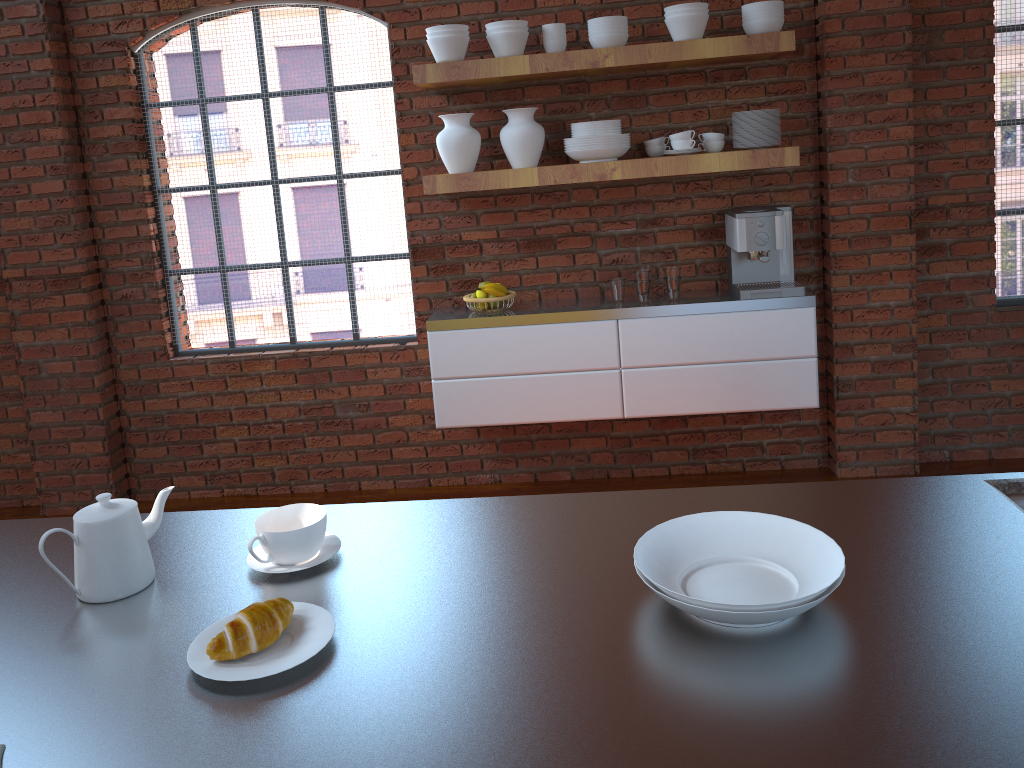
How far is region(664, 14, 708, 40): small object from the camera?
3.4 meters

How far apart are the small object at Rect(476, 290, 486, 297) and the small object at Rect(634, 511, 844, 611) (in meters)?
2.52

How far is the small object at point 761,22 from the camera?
3.4 meters

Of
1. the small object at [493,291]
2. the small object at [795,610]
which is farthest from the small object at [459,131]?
the small object at [795,610]

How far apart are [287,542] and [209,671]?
0.30m

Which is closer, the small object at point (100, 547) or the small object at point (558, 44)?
the small object at point (100, 547)

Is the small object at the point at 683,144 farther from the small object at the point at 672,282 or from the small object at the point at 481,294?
the small object at the point at 481,294

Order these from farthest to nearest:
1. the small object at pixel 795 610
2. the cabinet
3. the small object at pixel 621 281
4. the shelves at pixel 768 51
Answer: the small object at pixel 621 281
the cabinet
the shelves at pixel 768 51
the small object at pixel 795 610

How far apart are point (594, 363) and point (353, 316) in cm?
121

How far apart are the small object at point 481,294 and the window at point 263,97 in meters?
0.5 m
